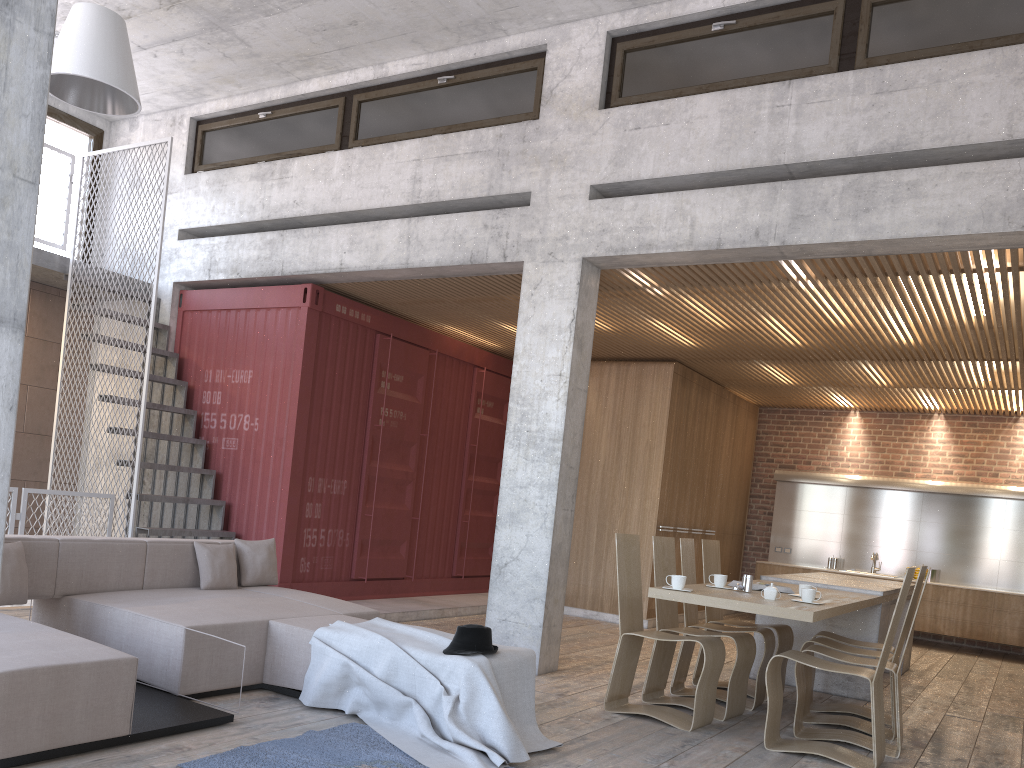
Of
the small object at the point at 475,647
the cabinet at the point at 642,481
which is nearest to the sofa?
the small object at the point at 475,647

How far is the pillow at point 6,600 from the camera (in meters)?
4.74

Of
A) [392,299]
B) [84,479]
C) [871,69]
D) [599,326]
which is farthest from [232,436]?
[871,69]

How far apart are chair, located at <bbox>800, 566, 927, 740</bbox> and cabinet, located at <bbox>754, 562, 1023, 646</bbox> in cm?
615

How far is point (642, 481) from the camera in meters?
10.6

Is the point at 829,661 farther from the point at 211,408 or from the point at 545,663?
the point at 211,408

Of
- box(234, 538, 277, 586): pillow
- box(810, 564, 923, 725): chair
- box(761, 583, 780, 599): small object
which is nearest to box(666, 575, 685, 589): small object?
box(761, 583, 780, 599): small object

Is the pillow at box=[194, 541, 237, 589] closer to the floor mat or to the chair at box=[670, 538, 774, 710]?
the floor mat

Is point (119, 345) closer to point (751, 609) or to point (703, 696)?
point (703, 696)

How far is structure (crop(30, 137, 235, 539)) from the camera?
8.2m
